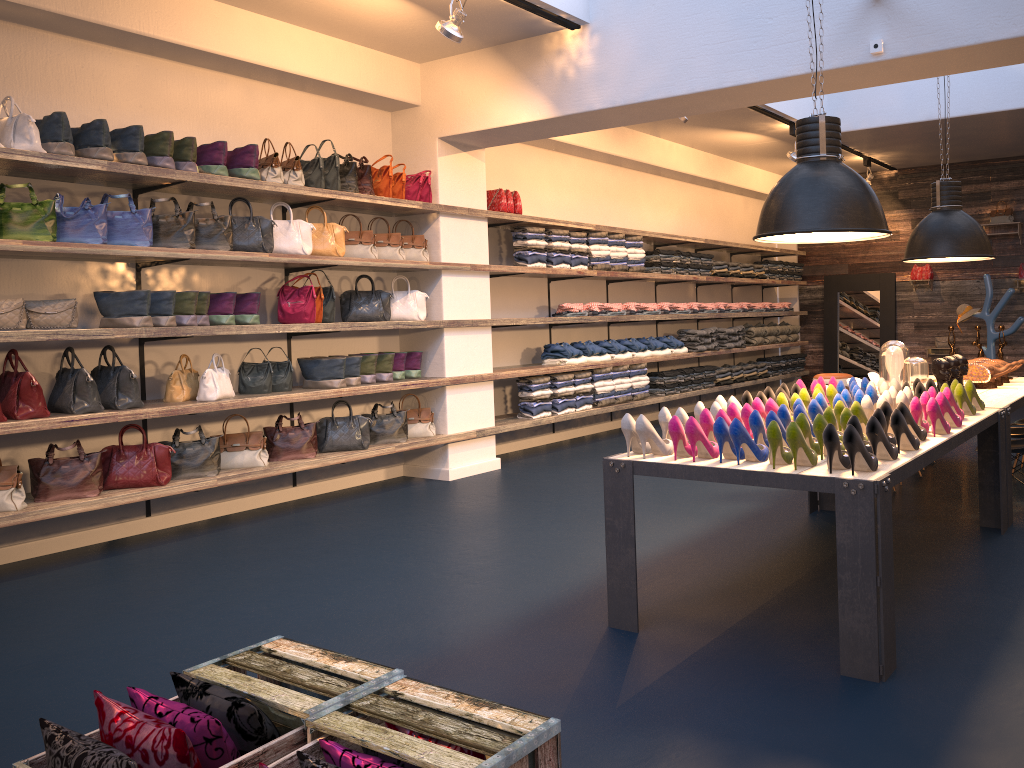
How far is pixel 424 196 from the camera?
7.3 meters

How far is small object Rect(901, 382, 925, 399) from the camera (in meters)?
4.79

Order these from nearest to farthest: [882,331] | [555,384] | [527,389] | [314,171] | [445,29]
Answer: [445,29]
[314,171]
[527,389]
[555,384]
[882,331]

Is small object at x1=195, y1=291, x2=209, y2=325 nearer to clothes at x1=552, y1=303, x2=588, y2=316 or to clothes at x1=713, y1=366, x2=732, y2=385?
clothes at x1=552, y1=303, x2=588, y2=316

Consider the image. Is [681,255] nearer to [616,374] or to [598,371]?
[616,374]

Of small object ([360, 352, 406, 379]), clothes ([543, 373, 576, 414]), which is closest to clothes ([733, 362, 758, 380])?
clothes ([543, 373, 576, 414])

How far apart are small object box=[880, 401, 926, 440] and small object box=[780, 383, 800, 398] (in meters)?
1.11

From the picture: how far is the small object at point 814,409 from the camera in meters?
4.1

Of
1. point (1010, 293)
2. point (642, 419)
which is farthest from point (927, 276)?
point (642, 419)

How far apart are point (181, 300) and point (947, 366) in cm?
492
